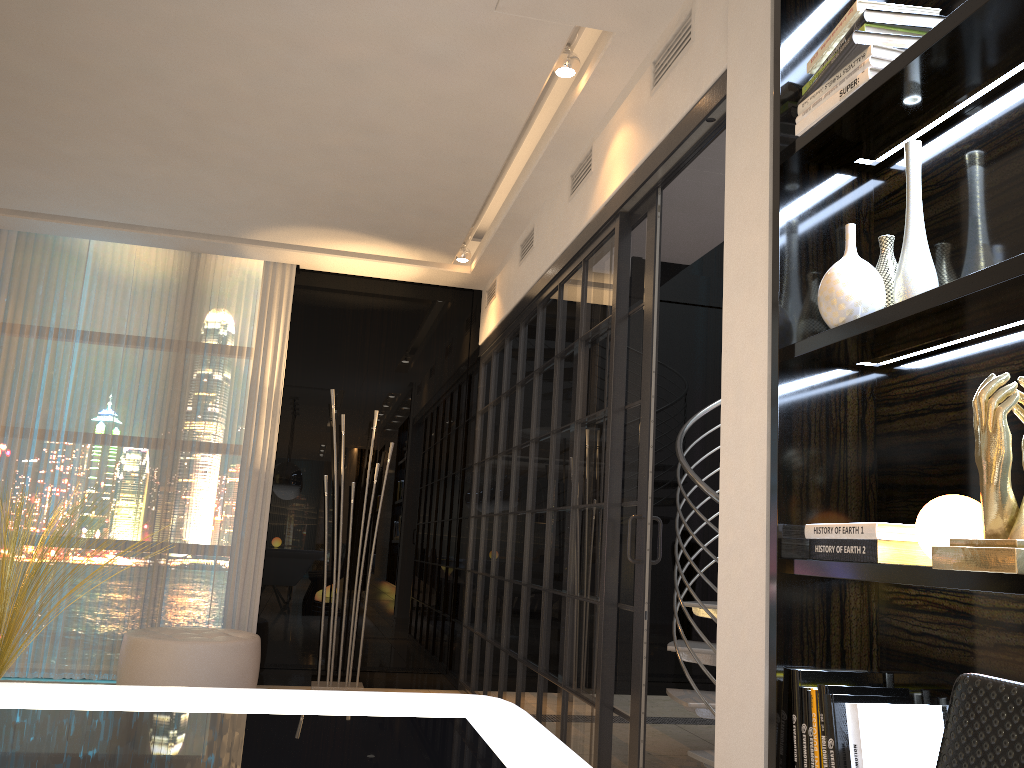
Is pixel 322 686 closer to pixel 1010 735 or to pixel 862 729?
pixel 862 729

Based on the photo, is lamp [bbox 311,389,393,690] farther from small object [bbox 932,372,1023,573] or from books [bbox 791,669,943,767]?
small object [bbox 932,372,1023,573]

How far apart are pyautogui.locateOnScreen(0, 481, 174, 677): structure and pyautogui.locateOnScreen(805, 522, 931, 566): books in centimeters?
376cm

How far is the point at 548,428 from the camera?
4.0m

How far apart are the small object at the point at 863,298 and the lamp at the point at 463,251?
3.86m

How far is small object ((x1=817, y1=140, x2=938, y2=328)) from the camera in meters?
1.7 m

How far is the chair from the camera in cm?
58

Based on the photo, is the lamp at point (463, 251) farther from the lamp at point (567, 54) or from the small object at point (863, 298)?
the small object at point (863, 298)

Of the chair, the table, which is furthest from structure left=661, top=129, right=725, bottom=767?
the chair

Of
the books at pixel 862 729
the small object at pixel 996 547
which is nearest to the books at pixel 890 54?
the small object at pixel 996 547
